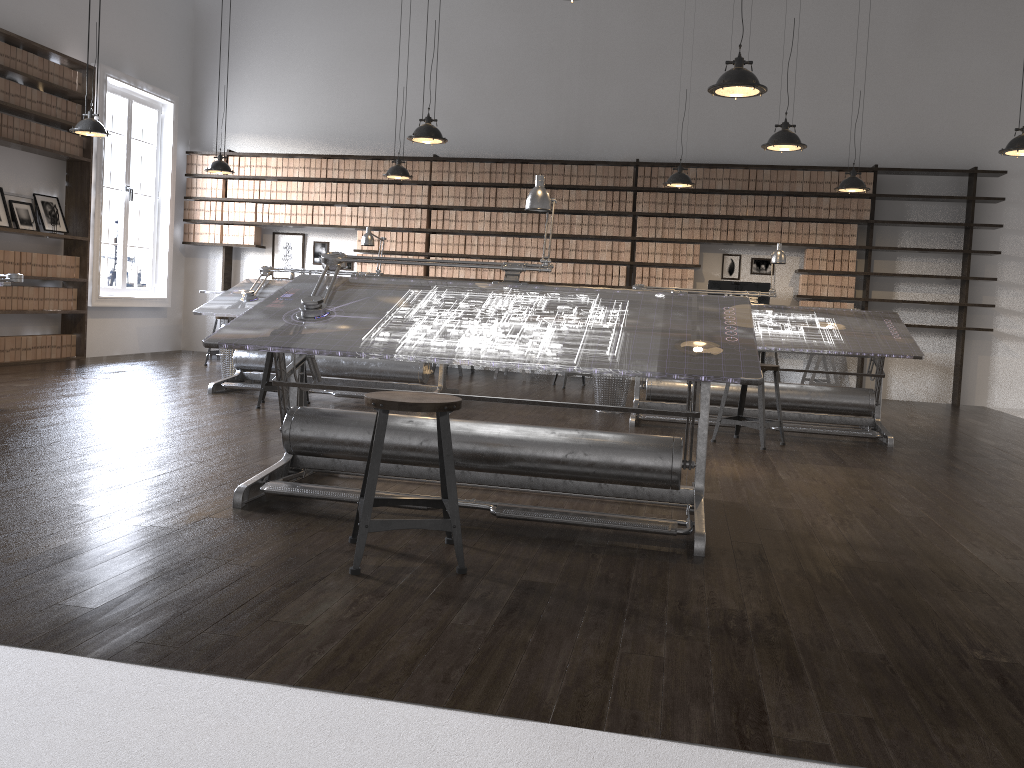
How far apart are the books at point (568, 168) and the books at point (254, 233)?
3.8m

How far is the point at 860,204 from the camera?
9.2m

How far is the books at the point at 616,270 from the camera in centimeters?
975cm

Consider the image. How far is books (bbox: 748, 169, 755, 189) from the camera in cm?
940

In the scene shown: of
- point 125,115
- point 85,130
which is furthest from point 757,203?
point 125,115

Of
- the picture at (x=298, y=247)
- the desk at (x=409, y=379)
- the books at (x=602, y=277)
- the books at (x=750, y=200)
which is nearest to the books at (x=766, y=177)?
the books at (x=750, y=200)

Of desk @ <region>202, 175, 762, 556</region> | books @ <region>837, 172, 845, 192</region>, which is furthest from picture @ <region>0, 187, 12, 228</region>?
books @ <region>837, 172, 845, 192</region>

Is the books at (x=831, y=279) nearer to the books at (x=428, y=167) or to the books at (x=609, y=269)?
the books at (x=609, y=269)

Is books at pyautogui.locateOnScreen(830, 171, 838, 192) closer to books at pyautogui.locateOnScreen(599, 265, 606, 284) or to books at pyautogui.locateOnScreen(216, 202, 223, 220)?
books at pyautogui.locateOnScreen(599, 265, 606, 284)

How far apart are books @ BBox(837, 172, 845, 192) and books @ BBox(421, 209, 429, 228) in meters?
4.5
